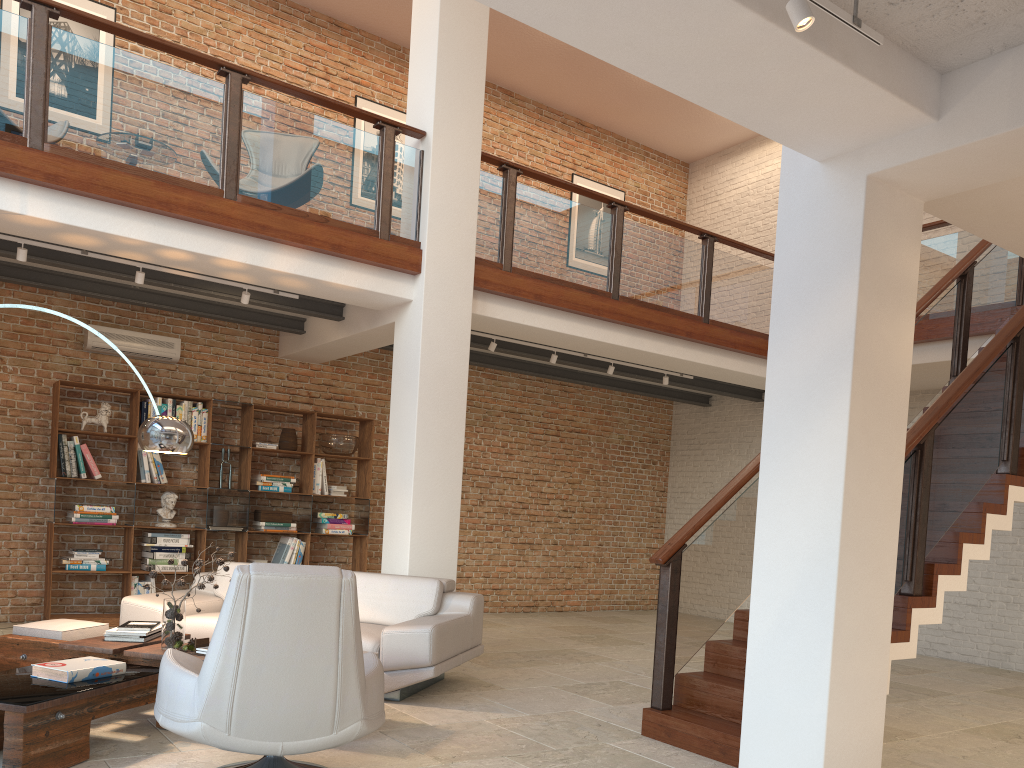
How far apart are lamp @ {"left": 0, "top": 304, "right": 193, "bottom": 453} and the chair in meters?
1.7 m

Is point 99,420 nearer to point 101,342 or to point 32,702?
point 101,342

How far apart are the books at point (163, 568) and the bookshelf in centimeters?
25cm

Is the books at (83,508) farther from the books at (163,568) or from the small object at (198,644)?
the small object at (198,644)

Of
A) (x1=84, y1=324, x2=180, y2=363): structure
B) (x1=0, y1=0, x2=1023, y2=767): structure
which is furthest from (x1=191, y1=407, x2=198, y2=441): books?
(x1=0, y1=0, x2=1023, y2=767): structure

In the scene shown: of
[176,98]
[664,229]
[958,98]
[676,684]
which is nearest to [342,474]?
[176,98]

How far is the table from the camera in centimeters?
349cm

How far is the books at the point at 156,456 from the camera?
8.2 meters

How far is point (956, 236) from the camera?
8.09m

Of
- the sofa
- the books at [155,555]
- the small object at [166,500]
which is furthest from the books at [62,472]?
the sofa
